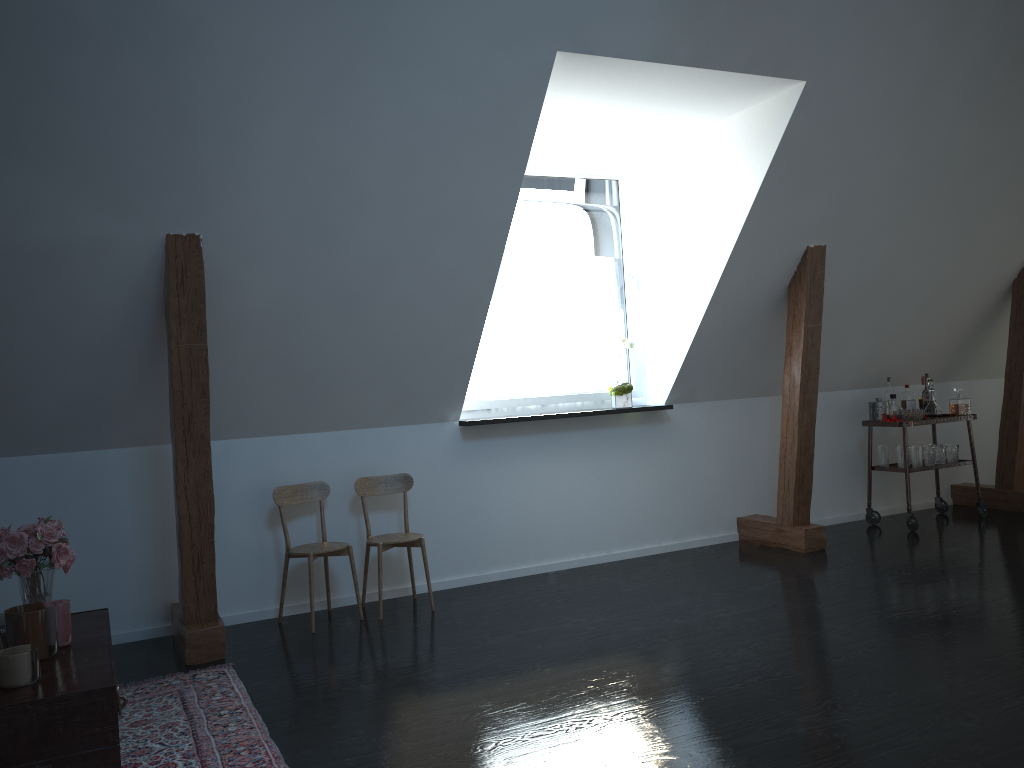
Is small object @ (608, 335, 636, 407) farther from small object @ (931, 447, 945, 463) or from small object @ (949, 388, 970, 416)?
small object @ (949, 388, 970, 416)

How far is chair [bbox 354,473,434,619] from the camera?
4.55m

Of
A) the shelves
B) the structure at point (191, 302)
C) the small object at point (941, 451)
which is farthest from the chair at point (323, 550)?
the small object at point (941, 451)

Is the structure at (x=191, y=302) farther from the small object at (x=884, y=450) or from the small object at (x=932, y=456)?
the small object at (x=884, y=450)

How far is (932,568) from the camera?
4.8 meters

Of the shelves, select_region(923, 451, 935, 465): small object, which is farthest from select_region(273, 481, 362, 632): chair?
select_region(923, 451, 935, 465): small object

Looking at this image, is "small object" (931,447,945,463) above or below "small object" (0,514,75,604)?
below

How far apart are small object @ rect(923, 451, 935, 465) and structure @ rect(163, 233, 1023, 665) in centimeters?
79cm

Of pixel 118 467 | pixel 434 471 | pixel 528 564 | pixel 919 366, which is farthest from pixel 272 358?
pixel 919 366

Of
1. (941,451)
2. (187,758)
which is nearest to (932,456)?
(941,451)
